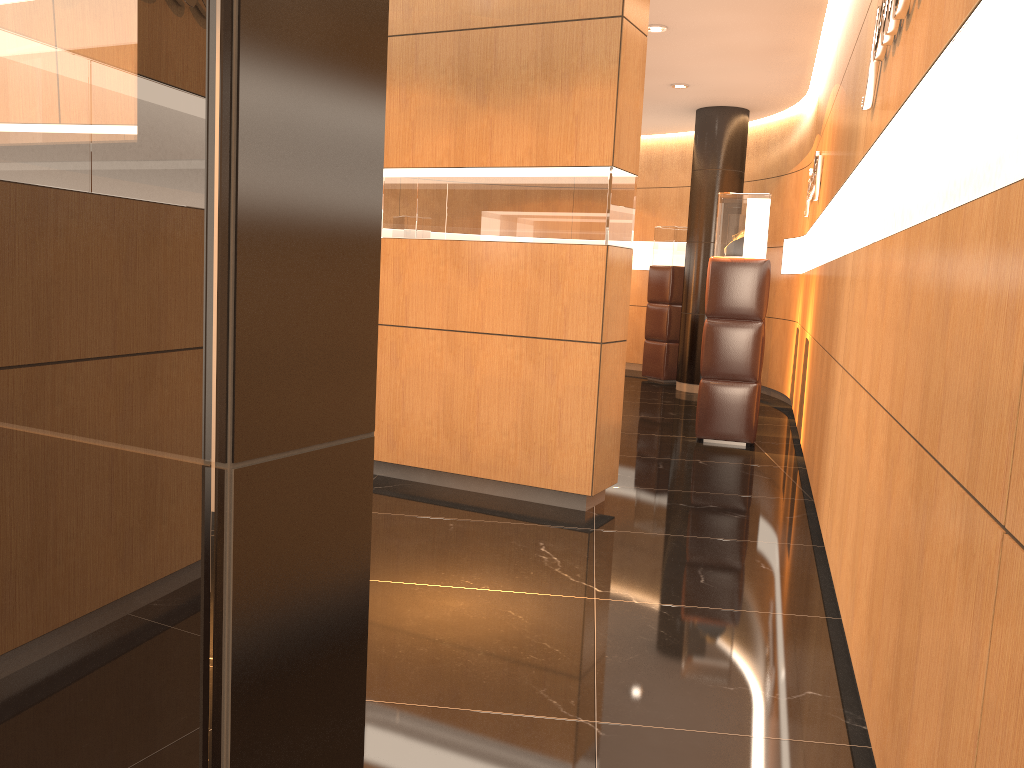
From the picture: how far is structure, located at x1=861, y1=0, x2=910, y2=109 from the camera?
2.8m

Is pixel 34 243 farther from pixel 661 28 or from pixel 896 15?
pixel 661 28

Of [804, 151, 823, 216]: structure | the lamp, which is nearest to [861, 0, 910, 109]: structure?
[804, 151, 823, 216]: structure

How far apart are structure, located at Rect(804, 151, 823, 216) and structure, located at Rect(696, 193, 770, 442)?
0.5m

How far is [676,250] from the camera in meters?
11.3

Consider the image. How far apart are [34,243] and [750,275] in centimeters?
642cm

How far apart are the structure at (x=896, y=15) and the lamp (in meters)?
Result: 3.96

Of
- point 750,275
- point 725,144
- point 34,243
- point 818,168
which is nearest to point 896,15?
point 34,243

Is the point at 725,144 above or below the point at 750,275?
above

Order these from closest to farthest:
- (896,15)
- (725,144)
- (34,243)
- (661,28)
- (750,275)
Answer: (34,243) → (896,15) → (750,275) → (661,28) → (725,144)
